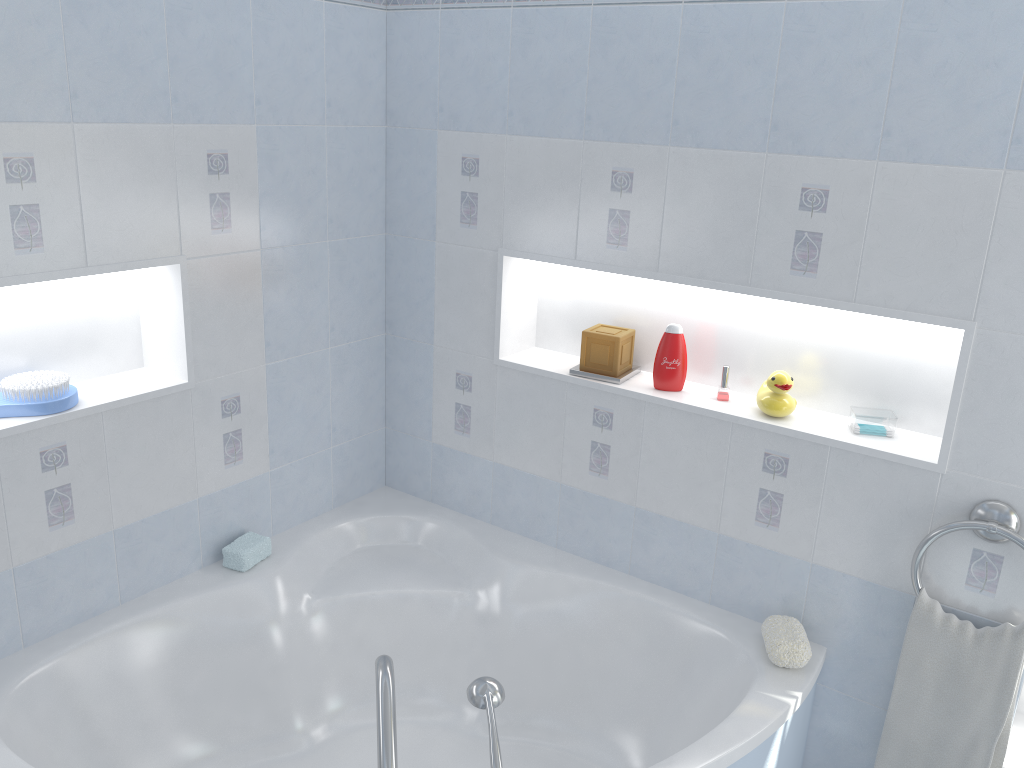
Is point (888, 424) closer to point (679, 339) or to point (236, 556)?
point (679, 339)

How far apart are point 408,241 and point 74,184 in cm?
105

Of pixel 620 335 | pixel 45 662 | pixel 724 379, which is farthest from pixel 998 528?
pixel 45 662

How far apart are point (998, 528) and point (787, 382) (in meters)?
0.58

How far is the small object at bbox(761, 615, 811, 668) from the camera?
2.16m

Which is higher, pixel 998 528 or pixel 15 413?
pixel 15 413

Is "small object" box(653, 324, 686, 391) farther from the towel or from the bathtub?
the towel

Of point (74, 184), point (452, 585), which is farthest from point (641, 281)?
point (74, 184)

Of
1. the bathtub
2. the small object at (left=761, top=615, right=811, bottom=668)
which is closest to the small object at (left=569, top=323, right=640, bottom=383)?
the bathtub

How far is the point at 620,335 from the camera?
2.51m
